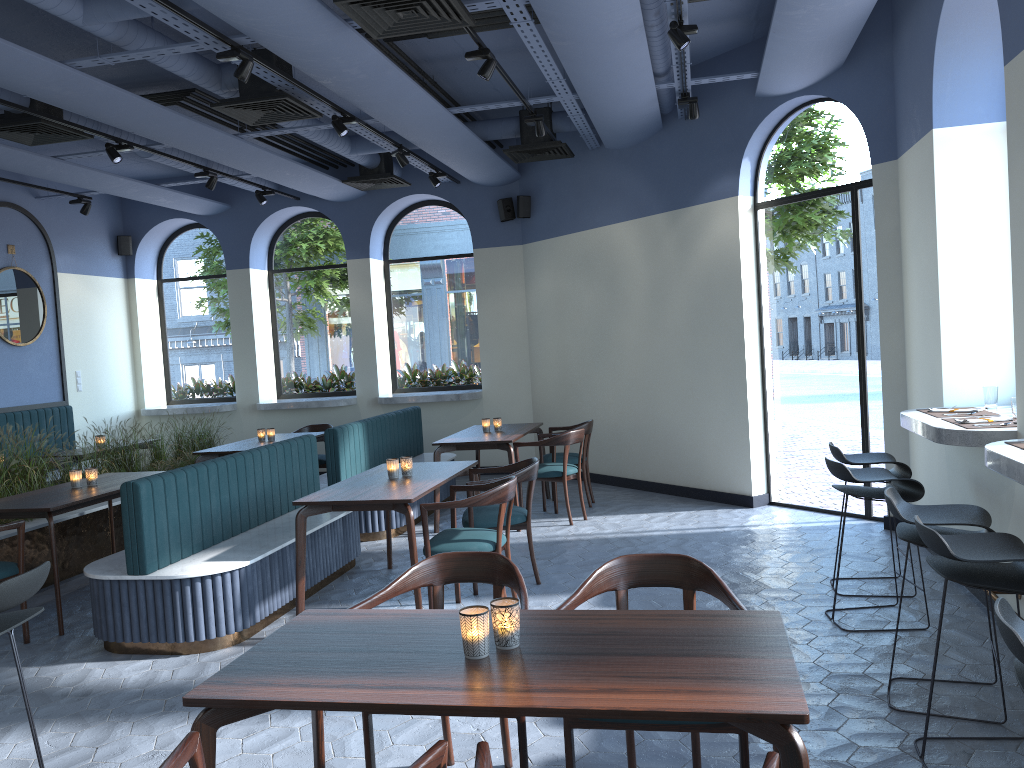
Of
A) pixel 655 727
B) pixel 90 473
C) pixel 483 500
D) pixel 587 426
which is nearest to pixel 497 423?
pixel 587 426

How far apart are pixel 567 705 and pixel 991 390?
4.1m

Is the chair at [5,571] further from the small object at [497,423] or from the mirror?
the mirror

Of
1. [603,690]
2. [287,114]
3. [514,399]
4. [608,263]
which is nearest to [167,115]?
[287,114]

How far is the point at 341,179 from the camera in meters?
10.7

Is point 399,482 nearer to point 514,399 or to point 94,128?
point 94,128

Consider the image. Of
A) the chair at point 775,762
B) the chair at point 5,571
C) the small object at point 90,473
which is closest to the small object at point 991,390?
the chair at point 775,762

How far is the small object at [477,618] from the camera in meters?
2.3

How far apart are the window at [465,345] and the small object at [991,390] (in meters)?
6.73

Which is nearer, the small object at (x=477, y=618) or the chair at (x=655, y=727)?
the small object at (x=477, y=618)
